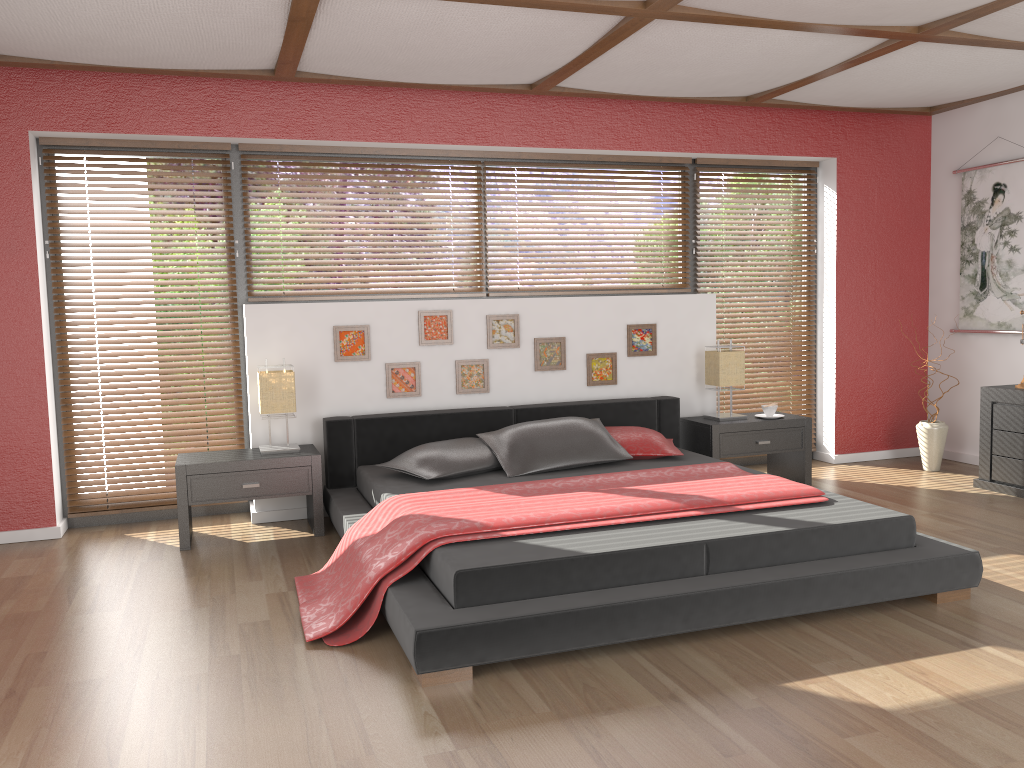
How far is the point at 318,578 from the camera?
3.7 meters

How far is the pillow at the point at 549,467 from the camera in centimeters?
447cm

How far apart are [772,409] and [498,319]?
1.8 meters

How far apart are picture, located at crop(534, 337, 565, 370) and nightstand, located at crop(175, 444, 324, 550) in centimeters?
142cm

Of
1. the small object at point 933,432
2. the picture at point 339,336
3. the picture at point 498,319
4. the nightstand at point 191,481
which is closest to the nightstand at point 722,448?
the small object at point 933,432

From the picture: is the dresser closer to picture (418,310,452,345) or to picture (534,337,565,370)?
picture (534,337,565,370)

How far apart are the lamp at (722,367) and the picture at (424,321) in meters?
1.6 m

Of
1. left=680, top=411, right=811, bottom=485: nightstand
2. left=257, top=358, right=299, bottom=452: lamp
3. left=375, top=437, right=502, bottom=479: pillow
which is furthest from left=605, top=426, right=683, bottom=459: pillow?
left=257, top=358, right=299, bottom=452: lamp

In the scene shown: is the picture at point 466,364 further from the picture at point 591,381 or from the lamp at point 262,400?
the lamp at point 262,400

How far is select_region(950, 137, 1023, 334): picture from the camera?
5.62m
